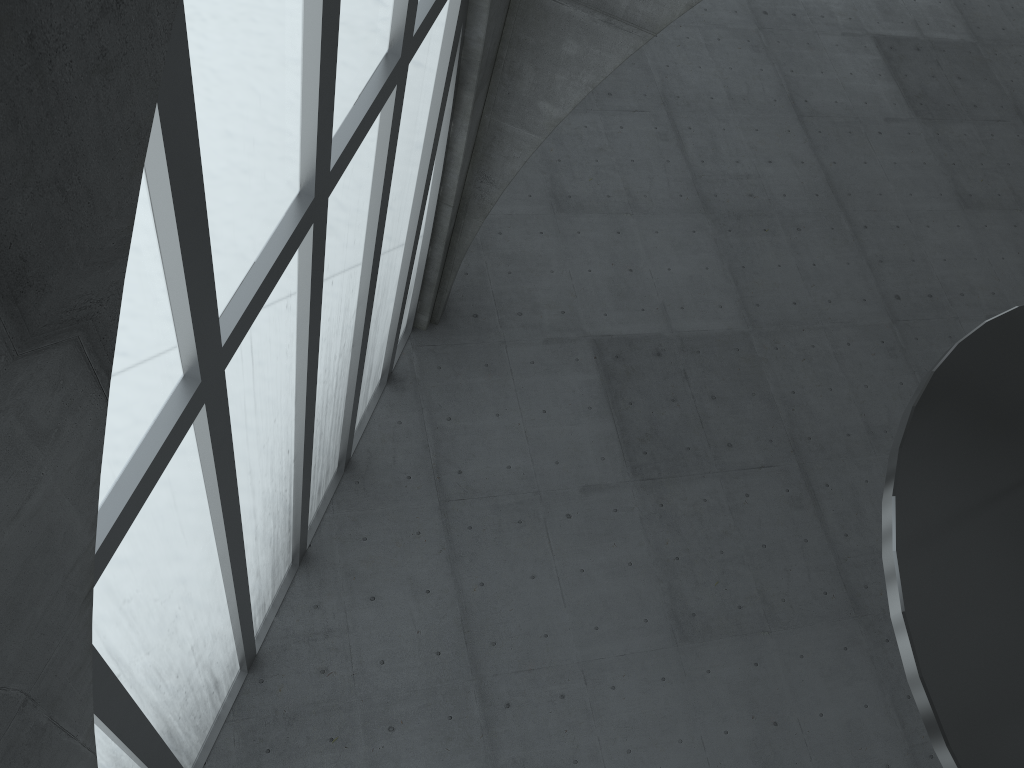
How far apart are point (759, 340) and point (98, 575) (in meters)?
26.46

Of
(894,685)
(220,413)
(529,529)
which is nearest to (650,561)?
(529,529)
